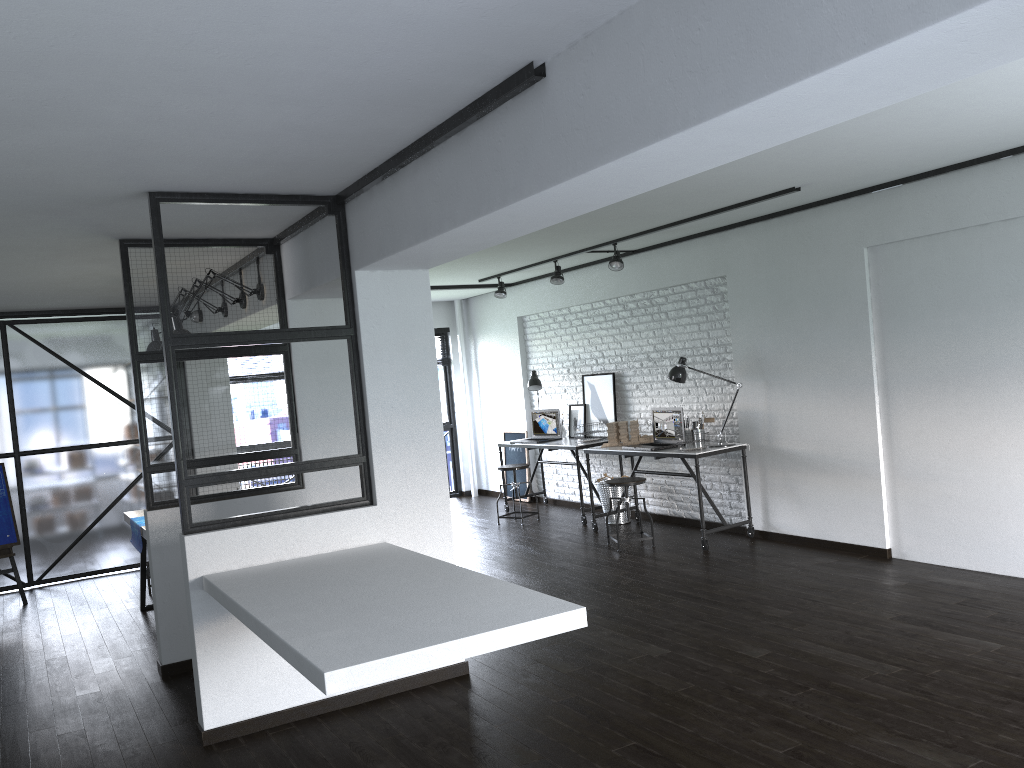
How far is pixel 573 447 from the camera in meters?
8.0

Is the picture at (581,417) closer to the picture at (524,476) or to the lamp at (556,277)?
the picture at (524,476)

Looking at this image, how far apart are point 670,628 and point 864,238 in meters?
2.9 m

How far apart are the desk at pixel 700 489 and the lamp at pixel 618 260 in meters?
1.5

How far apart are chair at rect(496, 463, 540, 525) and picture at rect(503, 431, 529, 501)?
1.27m

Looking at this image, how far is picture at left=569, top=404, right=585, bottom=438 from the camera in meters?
8.6

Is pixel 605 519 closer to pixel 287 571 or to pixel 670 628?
pixel 670 628

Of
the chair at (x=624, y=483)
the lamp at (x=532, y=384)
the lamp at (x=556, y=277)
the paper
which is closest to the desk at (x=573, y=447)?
the lamp at (x=532, y=384)

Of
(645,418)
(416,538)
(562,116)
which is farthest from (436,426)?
(645,418)

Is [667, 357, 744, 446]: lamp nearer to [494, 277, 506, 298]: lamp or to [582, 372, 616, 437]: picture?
[582, 372, 616, 437]: picture
